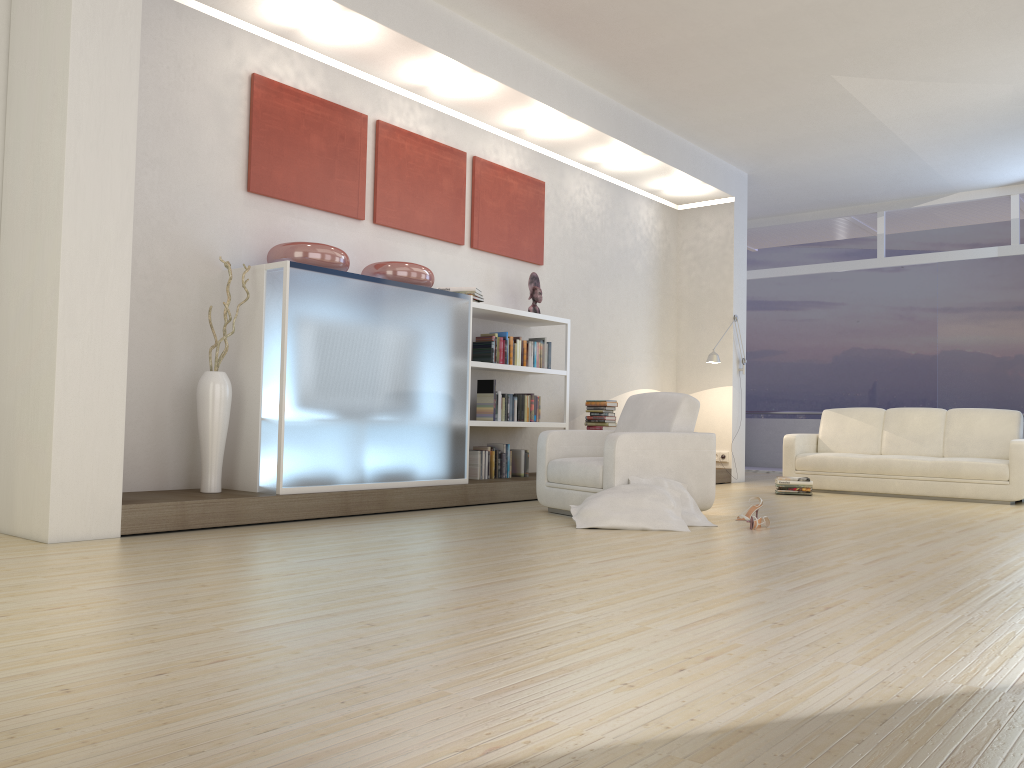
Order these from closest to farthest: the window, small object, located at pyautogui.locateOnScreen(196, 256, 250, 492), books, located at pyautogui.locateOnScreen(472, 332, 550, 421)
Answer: small object, located at pyautogui.locateOnScreen(196, 256, 250, 492)
books, located at pyautogui.locateOnScreen(472, 332, 550, 421)
the window

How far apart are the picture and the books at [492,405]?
0.8 meters

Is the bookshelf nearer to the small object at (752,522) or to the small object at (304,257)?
the small object at (304,257)

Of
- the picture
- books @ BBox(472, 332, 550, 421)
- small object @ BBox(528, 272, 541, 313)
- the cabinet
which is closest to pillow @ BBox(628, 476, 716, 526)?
the cabinet

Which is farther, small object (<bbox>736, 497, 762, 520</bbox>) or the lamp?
the lamp

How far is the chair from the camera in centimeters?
560cm

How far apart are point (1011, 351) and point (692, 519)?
7.1m

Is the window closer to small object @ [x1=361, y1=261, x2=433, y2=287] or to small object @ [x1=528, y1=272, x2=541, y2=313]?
small object @ [x1=528, y1=272, x2=541, y2=313]

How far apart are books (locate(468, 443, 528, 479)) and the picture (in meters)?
1.72

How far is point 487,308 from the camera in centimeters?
Answer: 707cm
